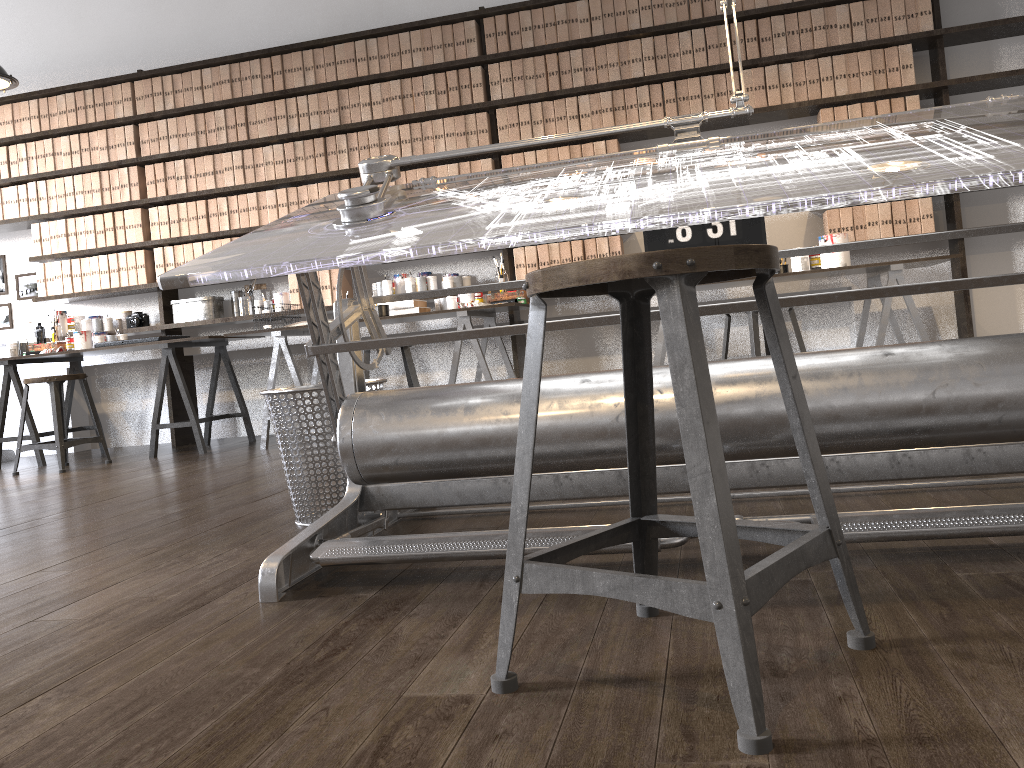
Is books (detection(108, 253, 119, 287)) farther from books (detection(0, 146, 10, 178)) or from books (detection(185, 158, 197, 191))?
books (detection(0, 146, 10, 178))

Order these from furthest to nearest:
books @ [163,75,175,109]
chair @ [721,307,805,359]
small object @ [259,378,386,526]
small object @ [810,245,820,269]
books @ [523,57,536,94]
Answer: books @ [163,75,175,109], books @ [523,57,536,94], small object @ [810,245,820,269], chair @ [721,307,805,359], small object @ [259,378,386,526]

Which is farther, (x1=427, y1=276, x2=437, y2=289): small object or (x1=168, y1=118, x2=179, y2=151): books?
(x1=168, y1=118, x2=179, y2=151): books

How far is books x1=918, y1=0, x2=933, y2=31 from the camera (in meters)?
4.64

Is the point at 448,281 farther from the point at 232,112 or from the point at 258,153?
the point at 232,112

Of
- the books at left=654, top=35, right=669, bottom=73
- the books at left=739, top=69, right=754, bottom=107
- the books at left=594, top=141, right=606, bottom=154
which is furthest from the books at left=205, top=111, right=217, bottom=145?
the books at left=739, top=69, right=754, bottom=107

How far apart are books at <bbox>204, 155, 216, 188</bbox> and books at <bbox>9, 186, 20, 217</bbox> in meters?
1.4

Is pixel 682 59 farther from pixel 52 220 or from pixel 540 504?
pixel 52 220

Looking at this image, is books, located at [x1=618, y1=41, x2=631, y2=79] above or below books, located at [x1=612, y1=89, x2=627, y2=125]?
above

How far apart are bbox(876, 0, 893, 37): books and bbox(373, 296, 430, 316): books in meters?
2.9 m
